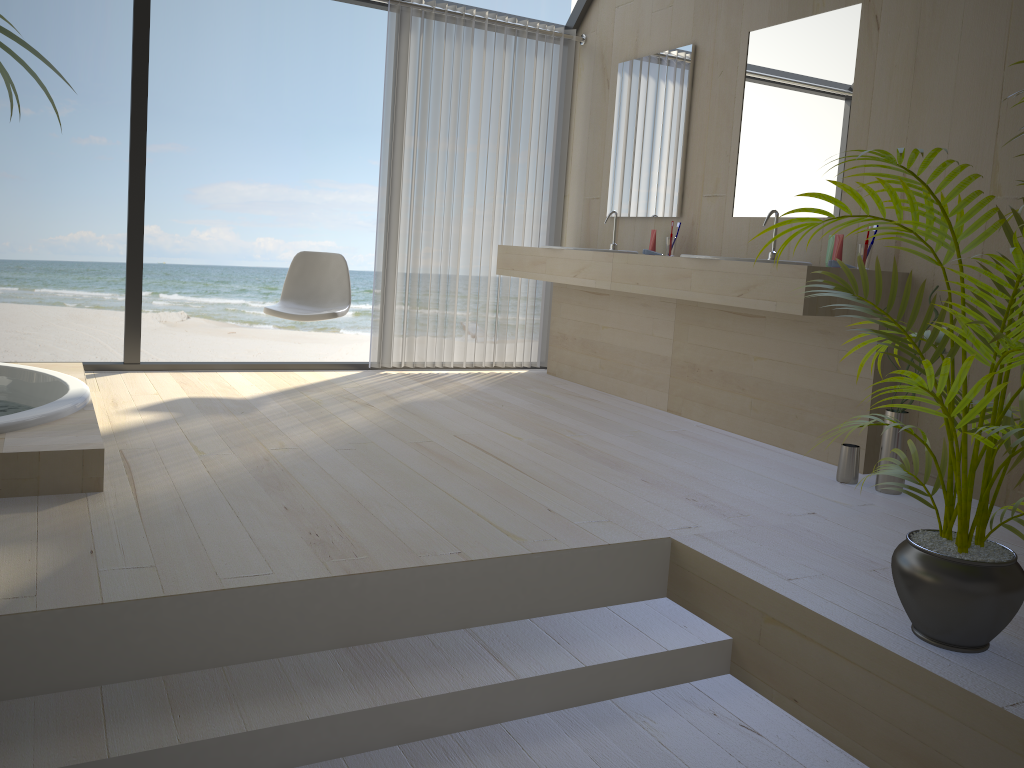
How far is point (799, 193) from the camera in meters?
3.8 m

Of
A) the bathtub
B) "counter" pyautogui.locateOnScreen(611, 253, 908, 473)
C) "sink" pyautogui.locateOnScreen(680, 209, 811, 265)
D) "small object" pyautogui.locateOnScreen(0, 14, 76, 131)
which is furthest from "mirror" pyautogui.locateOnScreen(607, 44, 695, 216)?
"small object" pyautogui.locateOnScreen(0, 14, 76, 131)

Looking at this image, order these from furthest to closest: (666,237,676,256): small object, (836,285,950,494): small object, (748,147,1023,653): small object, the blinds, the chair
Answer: the blinds < (666,237,676,256): small object < the chair < (836,285,950,494): small object < (748,147,1023,653): small object

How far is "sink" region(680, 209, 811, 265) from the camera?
3.7 meters

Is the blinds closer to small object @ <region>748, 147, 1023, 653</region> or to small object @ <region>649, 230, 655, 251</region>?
small object @ <region>649, 230, 655, 251</region>

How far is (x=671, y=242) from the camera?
4.4m

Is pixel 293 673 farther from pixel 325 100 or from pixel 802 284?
pixel 325 100

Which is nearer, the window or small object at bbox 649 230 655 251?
the window

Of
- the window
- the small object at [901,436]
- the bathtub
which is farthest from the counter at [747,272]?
the bathtub

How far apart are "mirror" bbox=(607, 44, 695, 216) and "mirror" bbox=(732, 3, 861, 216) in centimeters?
40cm
